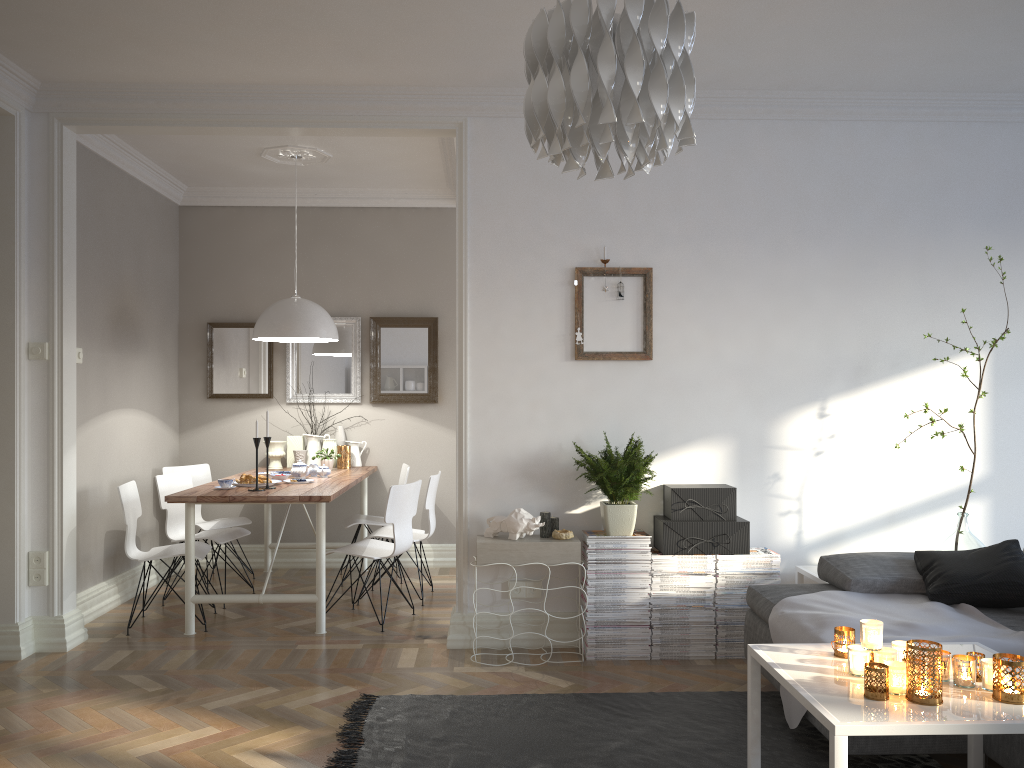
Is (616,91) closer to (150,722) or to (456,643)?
(150,722)

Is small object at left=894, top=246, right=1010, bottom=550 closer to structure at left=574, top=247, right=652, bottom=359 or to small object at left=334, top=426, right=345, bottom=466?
structure at left=574, top=247, right=652, bottom=359

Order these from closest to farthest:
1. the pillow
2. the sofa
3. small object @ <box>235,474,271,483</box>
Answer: the sofa → the pillow → small object @ <box>235,474,271,483</box>

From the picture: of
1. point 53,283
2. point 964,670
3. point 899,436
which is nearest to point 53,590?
point 53,283

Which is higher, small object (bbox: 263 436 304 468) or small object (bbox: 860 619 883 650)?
small object (bbox: 263 436 304 468)

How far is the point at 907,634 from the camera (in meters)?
3.05

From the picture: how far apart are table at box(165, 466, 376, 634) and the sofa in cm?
212

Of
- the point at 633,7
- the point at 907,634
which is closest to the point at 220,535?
the point at 907,634

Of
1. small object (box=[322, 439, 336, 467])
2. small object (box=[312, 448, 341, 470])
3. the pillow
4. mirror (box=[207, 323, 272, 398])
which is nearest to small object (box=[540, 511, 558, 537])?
the pillow

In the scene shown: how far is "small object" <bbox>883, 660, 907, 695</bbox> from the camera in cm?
222
